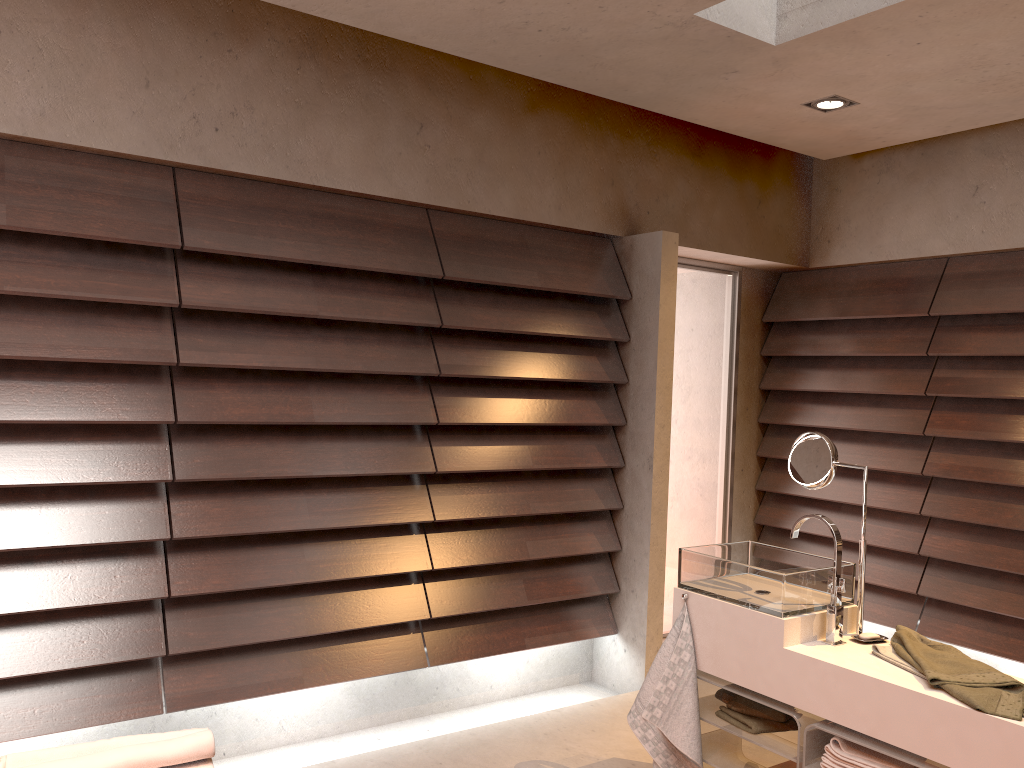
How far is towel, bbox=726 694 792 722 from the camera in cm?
264

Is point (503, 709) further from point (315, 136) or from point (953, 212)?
point (953, 212)

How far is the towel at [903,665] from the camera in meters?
2.3

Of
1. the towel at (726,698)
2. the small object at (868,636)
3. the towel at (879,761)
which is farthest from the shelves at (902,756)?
the towel at (726,698)

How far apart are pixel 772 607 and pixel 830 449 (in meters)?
0.55

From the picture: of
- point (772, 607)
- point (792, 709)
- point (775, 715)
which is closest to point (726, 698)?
point (775, 715)

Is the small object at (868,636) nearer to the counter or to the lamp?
the counter

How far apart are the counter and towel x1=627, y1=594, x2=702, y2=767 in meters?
0.0

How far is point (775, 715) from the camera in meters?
2.6

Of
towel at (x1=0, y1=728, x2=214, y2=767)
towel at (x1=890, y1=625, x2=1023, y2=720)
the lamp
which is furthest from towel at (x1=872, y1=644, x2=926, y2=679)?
the lamp
